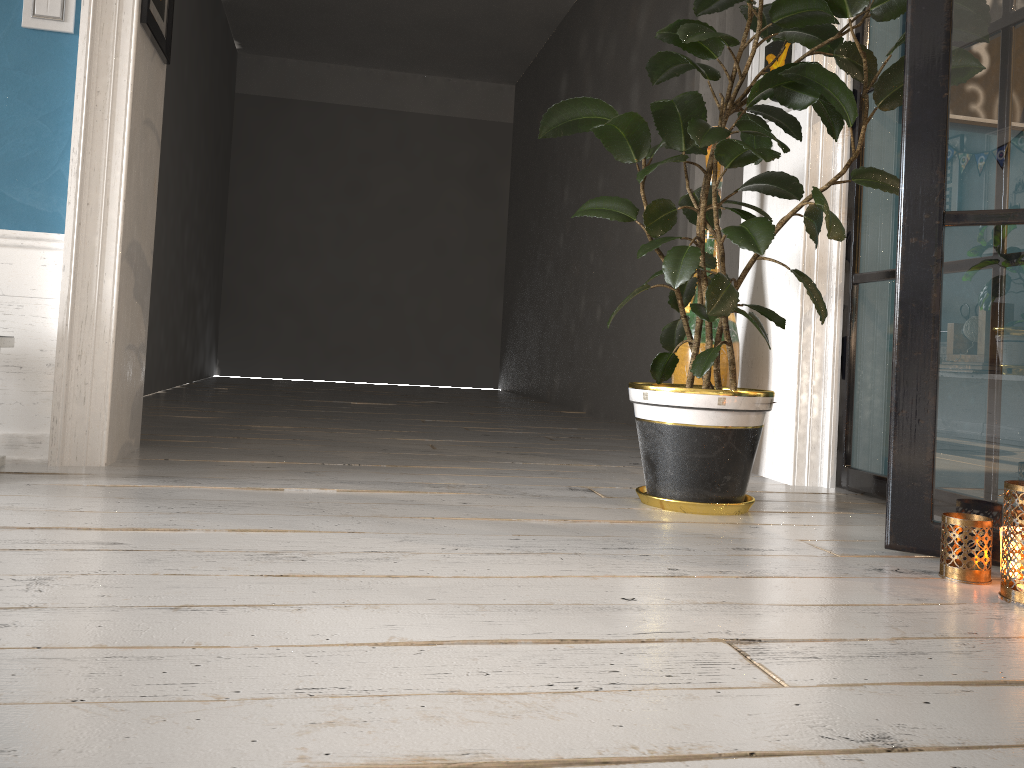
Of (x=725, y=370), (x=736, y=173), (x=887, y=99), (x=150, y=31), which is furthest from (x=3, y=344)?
(x=736, y=173)

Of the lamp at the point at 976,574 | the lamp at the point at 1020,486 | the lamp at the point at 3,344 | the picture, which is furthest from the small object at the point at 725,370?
the lamp at the point at 3,344

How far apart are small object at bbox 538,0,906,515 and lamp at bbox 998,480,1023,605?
0.64m

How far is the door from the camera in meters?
4.0

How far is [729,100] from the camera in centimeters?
217cm

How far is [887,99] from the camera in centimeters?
203cm

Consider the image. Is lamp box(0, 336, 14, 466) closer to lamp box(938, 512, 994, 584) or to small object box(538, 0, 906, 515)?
small object box(538, 0, 906, 515)

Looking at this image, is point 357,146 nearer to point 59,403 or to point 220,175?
point 220,175

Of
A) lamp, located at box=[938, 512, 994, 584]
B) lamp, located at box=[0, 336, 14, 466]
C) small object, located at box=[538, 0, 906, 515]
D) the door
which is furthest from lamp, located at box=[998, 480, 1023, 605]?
the door

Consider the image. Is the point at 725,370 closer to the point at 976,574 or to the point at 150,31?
the point at 976,574
